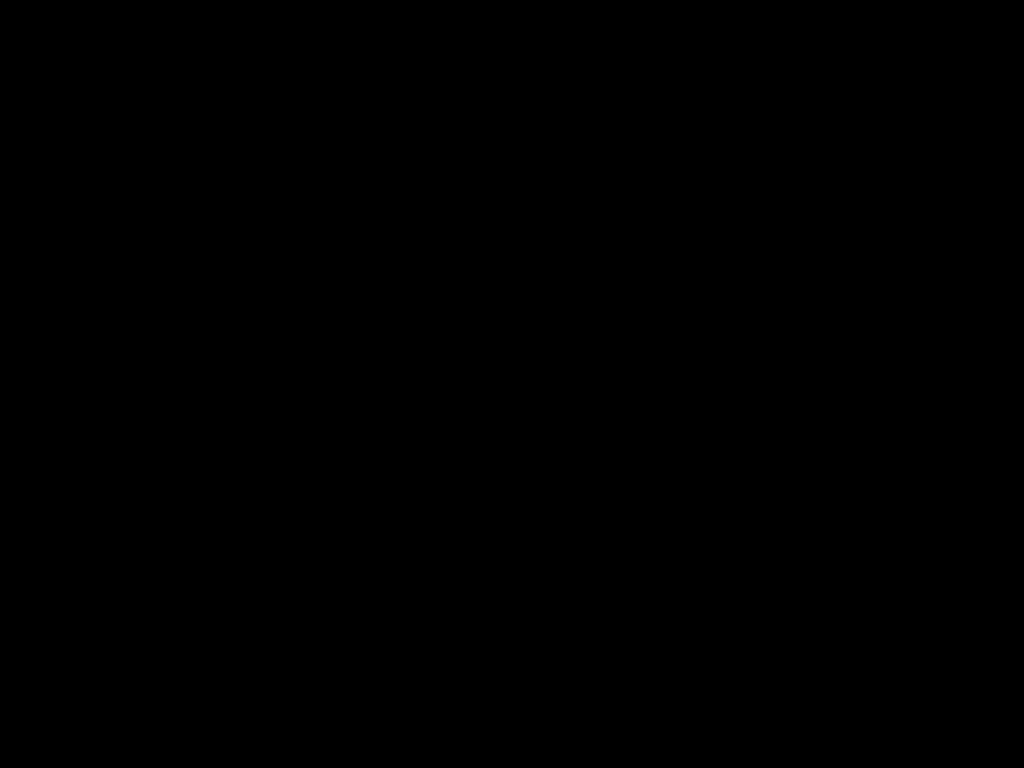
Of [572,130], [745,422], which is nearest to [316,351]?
[745,422]
